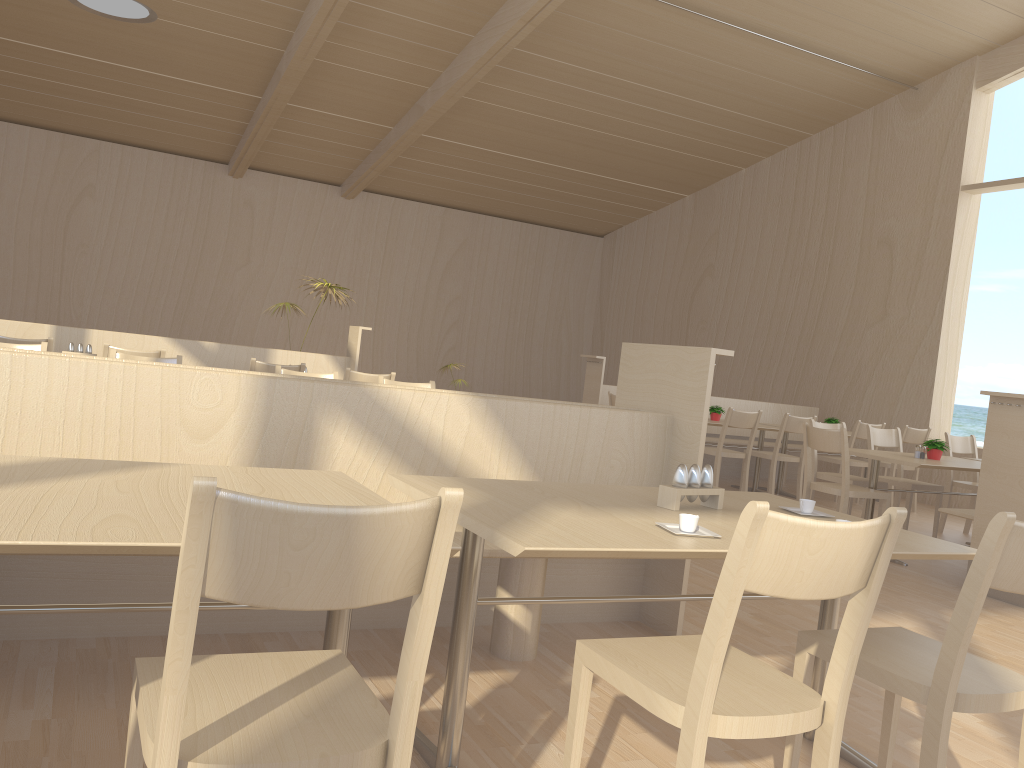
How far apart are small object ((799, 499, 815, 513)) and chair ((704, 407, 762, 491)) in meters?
4.7

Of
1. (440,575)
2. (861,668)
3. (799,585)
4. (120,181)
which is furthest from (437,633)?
(120,181)

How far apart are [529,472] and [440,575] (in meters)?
1.99

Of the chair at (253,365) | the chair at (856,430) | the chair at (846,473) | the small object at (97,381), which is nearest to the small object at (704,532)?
the small object at (97,381)

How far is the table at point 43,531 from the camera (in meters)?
1.32

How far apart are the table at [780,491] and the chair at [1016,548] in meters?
6.3

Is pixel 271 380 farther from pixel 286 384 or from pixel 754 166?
pixel 754 166

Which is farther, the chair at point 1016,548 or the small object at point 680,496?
the small object at point 680,496

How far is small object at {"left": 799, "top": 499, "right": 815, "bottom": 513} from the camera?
2.48m

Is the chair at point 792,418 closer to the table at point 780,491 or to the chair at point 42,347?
the table at point 780,491
